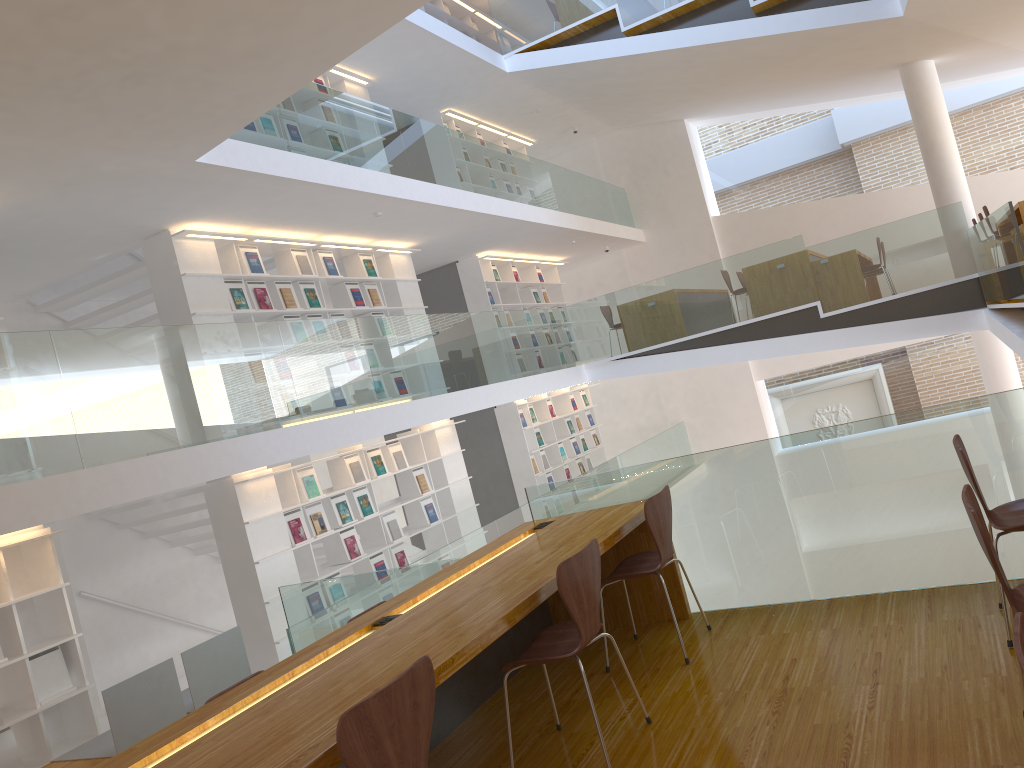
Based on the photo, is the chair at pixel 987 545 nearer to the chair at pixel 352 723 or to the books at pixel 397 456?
the chair at pixel 352 723

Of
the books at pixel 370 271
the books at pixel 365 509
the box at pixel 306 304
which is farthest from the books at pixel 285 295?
the books at pixel 365 509

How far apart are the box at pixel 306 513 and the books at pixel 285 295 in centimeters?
186cm

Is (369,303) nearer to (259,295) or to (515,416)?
(259,295)

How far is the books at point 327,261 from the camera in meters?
8.9 m

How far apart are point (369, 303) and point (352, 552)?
2.7m

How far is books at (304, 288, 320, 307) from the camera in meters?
8.5

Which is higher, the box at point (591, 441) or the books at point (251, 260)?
the books at point (251, 260)

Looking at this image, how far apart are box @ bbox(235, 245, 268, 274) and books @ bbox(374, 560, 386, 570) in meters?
3.0

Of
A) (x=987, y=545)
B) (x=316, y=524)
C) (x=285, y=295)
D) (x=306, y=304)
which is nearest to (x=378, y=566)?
(x=316, y=524)
